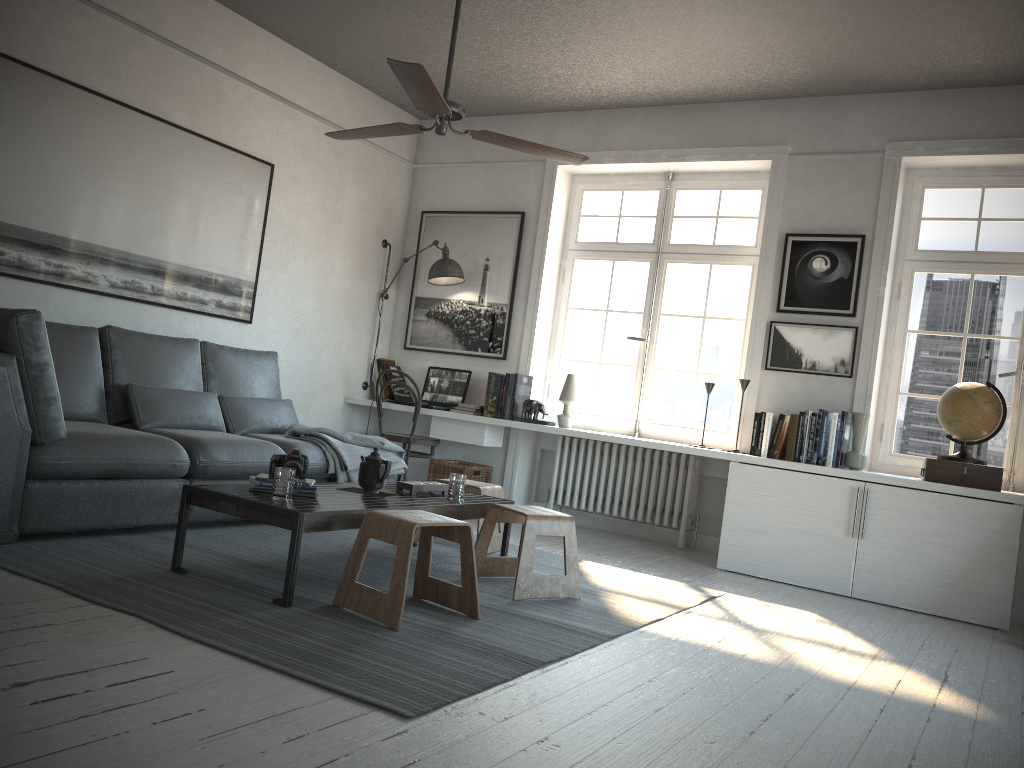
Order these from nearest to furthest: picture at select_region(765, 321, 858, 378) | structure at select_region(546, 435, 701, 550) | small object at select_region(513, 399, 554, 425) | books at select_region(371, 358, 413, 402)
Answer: picture at select_region(765, 321, 858, 378)
structure at select_region(546, 435, 701, 550)
small object at select_region(513, 399, 554, 425)
books at select_region(371, 358, 413, 402)

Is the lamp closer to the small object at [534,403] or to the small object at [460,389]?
the small object at [460,389]

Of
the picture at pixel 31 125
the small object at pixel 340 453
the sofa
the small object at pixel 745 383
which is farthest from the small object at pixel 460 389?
the small object at pixel 745 383

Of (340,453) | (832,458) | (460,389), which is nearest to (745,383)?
(832,458)

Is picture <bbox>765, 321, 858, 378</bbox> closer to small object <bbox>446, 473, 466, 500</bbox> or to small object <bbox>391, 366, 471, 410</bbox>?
small object <bbox>391, 366, 471, 410</bbox>

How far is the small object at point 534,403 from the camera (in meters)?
5.95

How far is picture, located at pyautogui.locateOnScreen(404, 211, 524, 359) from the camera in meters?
6.4 m

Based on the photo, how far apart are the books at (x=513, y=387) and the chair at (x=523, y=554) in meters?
2.1

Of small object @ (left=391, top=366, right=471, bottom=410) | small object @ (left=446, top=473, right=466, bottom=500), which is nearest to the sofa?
small object @ (left=446, top=473, right=466, bottom=500)

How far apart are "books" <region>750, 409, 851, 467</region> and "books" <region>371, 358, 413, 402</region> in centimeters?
269cm
